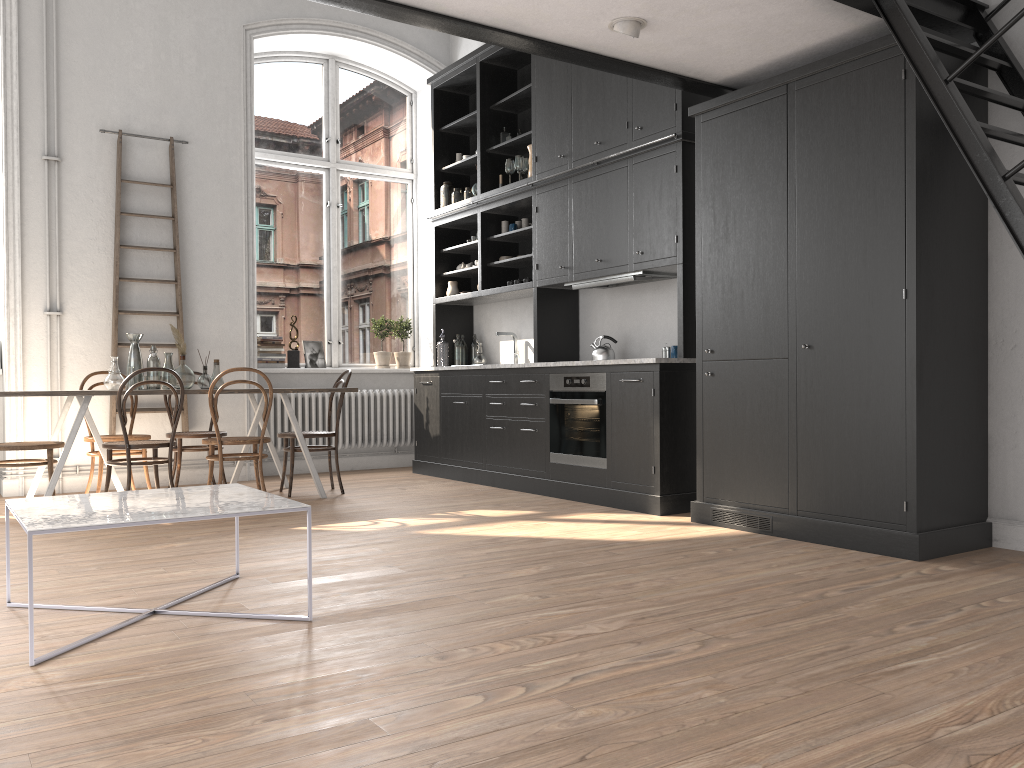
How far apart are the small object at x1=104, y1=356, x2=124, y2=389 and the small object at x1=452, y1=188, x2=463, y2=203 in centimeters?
330cm

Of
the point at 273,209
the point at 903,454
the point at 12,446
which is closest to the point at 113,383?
the point at 12,446

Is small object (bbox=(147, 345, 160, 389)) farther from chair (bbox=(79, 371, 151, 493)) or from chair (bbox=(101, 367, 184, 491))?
chair (bbox=(101, 367, 184, 491))

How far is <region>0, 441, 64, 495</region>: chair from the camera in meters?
5.3

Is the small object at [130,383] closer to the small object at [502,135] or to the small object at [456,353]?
the small object at [456,353]

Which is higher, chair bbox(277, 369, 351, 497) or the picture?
the picture

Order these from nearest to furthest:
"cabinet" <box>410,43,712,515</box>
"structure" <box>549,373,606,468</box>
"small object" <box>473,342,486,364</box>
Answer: "cabinet" <box>410,43,712,515</box>, "structure" <box>549,373,606,468</box>, "small object" <box>473,342,486,364</box>

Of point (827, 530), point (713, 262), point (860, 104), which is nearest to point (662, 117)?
point (713, 262)

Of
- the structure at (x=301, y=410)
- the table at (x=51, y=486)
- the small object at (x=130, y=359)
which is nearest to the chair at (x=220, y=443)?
the table at (x=51, y=486)

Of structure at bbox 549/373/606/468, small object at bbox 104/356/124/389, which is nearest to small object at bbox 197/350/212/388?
small object at bbox 104/356/124/389
